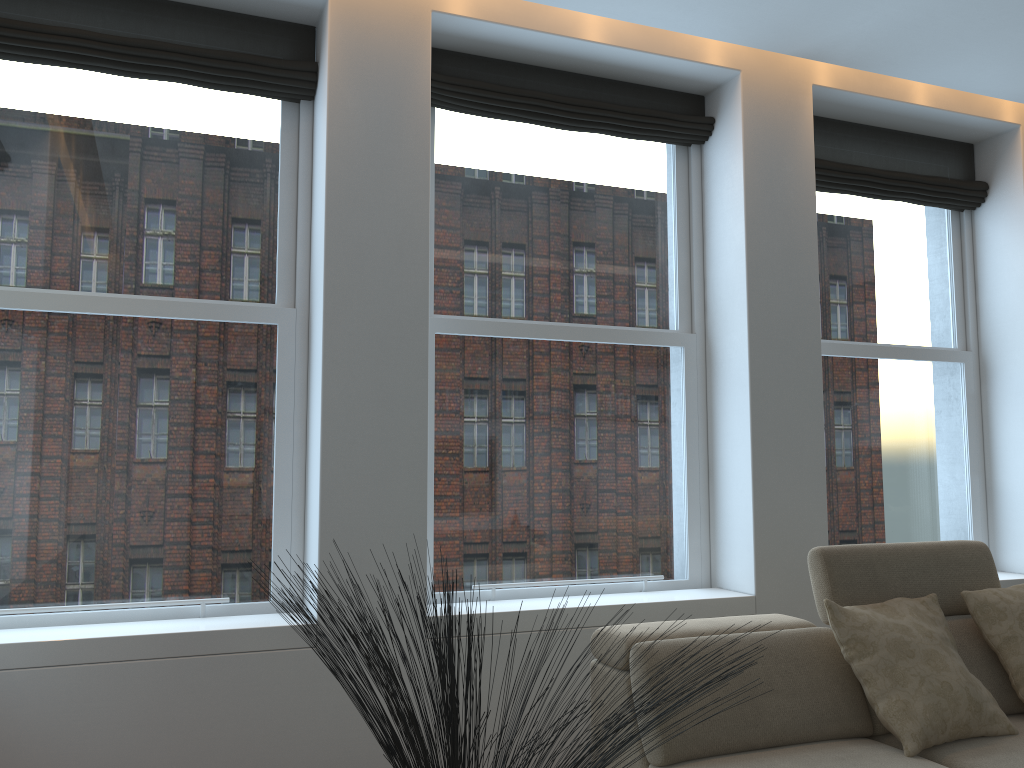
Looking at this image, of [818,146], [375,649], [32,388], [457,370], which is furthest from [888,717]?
[32,388]

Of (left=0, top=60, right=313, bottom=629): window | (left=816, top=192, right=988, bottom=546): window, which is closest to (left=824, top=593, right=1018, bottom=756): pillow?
(left=816, top=192, right=988, bottom=546): window

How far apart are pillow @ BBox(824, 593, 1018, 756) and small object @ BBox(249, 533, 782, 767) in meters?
1.0 m

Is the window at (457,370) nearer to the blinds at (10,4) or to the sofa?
the blinds at (10,4)

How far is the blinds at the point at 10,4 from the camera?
3.2 meters

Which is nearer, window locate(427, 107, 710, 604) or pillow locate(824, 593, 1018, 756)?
pillow locate(824, 593, 1018, 756)

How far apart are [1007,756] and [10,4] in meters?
4.1 m

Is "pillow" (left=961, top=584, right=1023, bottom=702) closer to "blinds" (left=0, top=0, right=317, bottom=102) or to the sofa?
the sofa

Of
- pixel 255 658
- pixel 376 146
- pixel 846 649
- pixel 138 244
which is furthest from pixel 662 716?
pixel 138 244

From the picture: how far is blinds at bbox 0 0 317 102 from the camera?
3.18m
